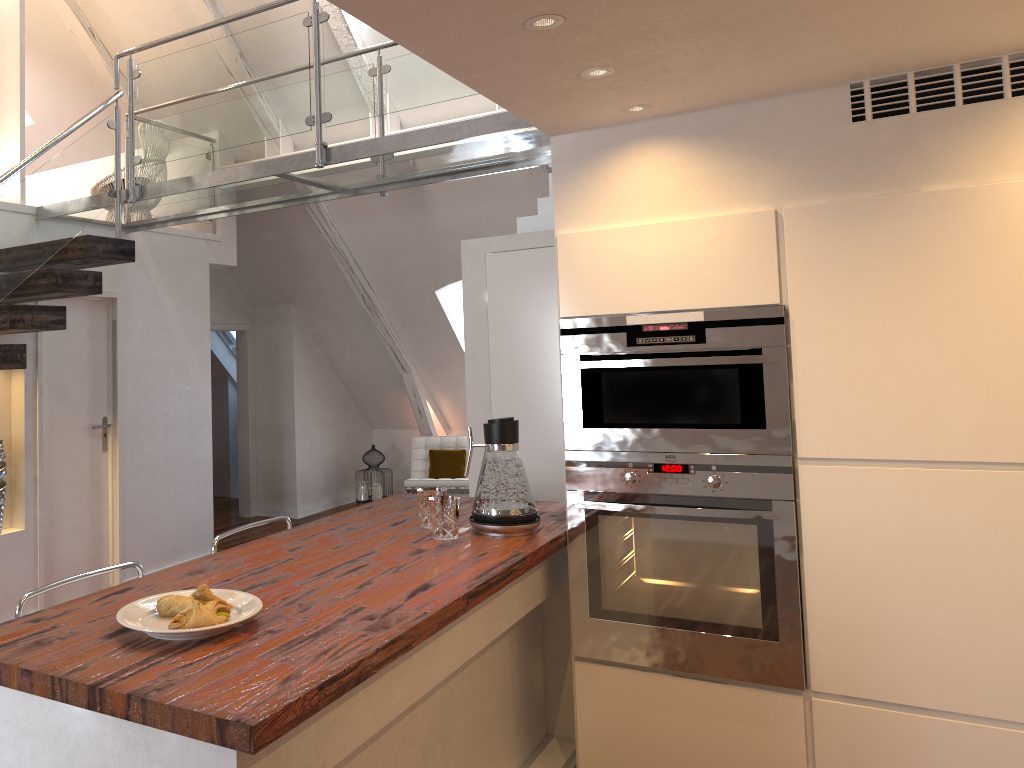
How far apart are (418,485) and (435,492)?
4.4 meters

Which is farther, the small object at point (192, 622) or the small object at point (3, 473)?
the small object at point (3, 473)

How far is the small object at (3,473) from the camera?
4.32m

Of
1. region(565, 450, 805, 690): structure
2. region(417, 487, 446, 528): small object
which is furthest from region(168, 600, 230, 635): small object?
region(565, 450, 805, 690): structure

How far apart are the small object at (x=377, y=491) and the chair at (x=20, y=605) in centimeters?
528cm

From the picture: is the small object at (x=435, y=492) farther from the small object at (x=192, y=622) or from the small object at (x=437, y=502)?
the small object at (x=192, y=622)

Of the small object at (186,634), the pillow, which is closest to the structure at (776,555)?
the small object at (186,634)

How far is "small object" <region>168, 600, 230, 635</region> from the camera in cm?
164

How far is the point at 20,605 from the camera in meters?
2.1 m

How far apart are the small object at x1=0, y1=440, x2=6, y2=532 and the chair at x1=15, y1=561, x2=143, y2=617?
2.3m
